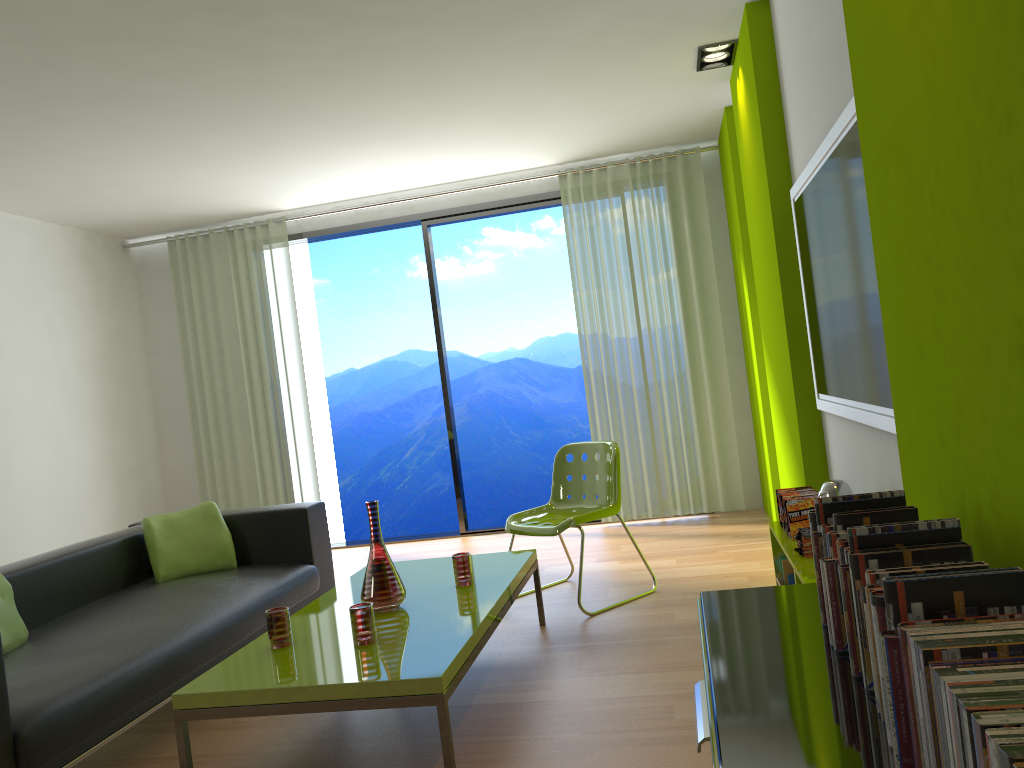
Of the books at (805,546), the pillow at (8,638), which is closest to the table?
the pillow at (8,638)

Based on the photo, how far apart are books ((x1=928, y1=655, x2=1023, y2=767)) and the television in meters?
1.6 m

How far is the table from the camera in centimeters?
245cm

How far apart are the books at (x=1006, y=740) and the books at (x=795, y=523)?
2.76m

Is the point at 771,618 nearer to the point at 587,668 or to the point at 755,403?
the point at 587,668

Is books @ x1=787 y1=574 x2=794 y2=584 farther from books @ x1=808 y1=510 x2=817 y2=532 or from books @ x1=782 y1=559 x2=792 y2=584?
books @ x1=808 y1=510 x2=817 y2=532

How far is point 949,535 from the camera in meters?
1.4

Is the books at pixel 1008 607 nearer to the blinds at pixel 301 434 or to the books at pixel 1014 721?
the books at pixel 1014 721

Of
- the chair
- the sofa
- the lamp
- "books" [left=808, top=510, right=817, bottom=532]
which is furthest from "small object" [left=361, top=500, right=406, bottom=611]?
the lamp

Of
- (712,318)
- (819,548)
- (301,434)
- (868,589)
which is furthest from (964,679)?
(301,434)
